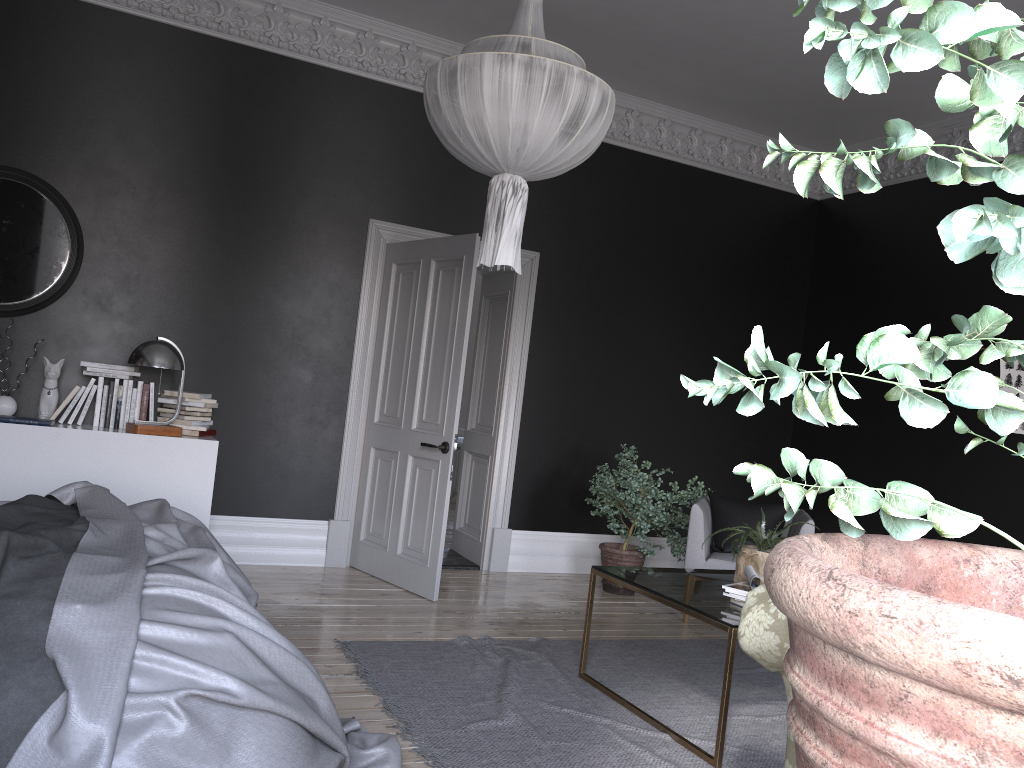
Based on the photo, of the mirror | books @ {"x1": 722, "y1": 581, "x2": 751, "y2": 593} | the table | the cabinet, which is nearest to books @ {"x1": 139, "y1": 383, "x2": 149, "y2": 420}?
the cabinet

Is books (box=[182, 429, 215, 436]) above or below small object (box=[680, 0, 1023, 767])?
below

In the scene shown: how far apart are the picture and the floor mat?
2.7m

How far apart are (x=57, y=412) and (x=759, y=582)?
4.1m

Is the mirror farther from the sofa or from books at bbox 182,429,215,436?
the sofa

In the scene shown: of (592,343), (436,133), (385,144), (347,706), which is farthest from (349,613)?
(385,144)

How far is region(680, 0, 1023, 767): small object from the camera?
0.37m

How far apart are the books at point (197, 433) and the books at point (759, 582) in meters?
3.5

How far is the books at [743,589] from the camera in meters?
3.8

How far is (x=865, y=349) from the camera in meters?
0.5
